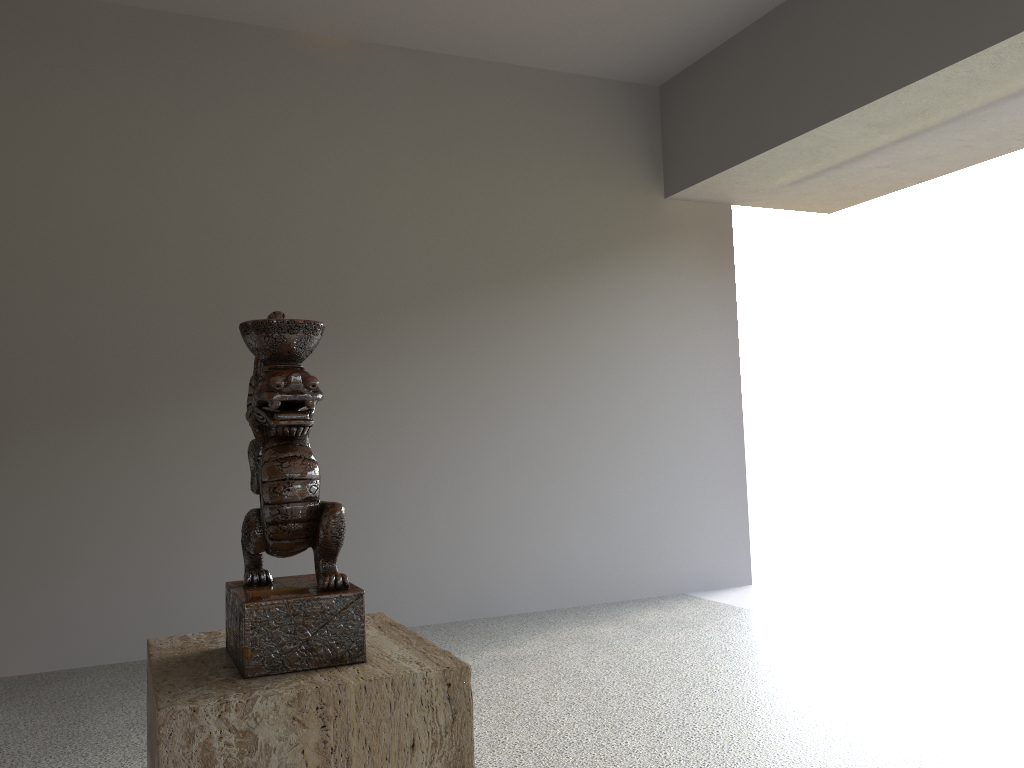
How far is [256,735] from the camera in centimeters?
79cm

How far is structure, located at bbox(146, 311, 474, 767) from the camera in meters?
0.8

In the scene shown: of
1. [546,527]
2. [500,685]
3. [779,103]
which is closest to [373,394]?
[546,527]

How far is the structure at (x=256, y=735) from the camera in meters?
0.8

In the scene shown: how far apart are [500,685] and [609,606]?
1.6 meters
